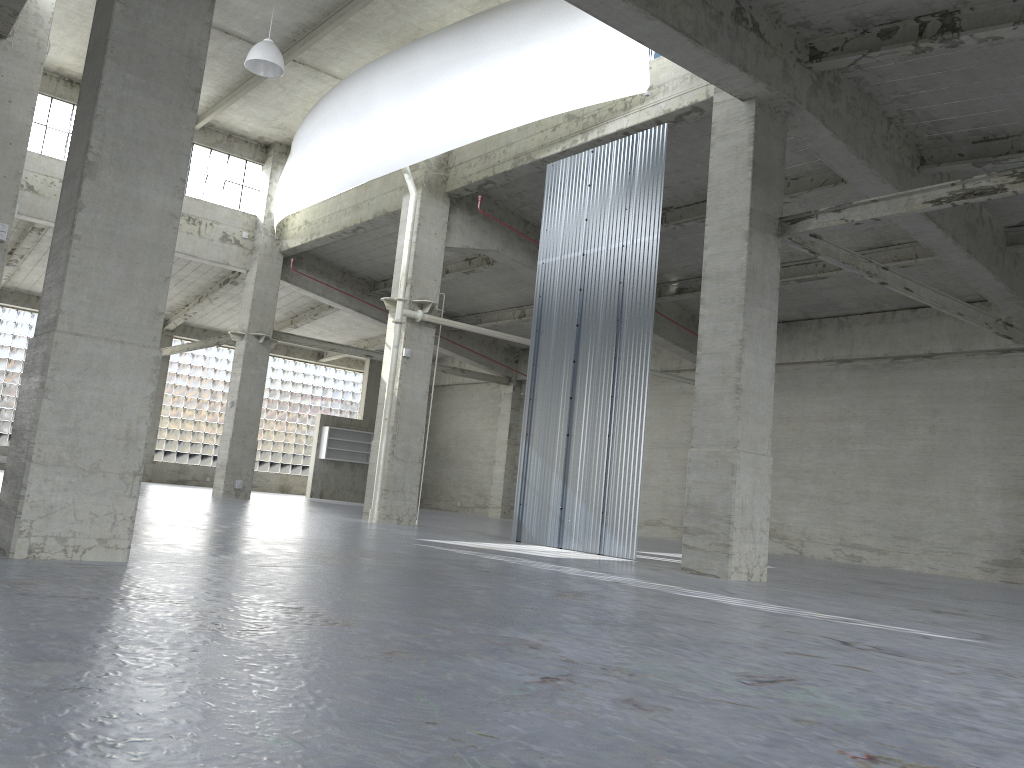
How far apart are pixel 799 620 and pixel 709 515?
6.4m

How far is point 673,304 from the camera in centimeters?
3536cm

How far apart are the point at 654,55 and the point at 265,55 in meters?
10.7 m

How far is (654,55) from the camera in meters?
22.3 m

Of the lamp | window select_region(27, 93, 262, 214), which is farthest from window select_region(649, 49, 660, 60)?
window select_region(27, 93, 262, 214)

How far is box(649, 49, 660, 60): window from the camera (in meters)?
22.31

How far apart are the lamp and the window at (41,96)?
12.9m

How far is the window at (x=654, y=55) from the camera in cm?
2231

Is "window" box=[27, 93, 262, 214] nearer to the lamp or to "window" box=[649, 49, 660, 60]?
the lamp

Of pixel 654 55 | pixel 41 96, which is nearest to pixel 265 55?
pixel 654 55
